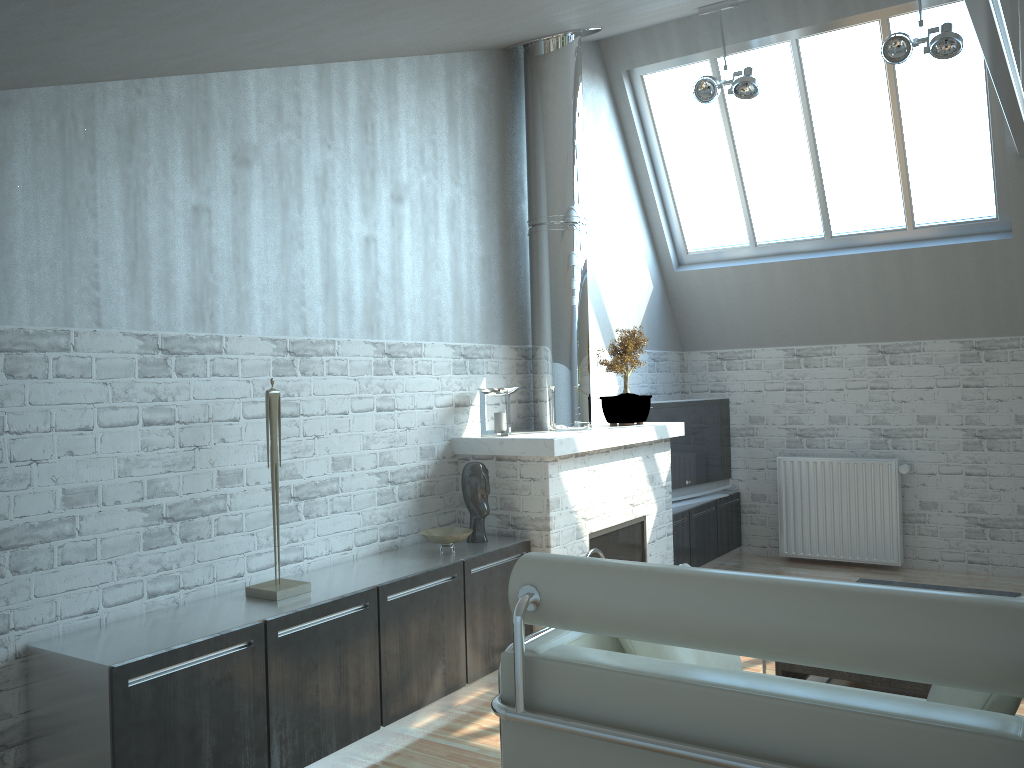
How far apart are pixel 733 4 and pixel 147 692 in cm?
965

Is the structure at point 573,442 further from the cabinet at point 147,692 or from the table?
the table

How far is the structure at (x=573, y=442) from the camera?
9.0 meters

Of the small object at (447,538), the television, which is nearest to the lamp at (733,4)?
the television

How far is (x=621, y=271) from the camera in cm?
1289

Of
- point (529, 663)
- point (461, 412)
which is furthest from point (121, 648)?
point (461, 412)

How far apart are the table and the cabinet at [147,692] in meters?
2.5

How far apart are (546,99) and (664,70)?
3.11m

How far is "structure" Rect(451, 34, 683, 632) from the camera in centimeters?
901cm

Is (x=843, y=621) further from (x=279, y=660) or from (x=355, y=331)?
(x=355, y=331)
